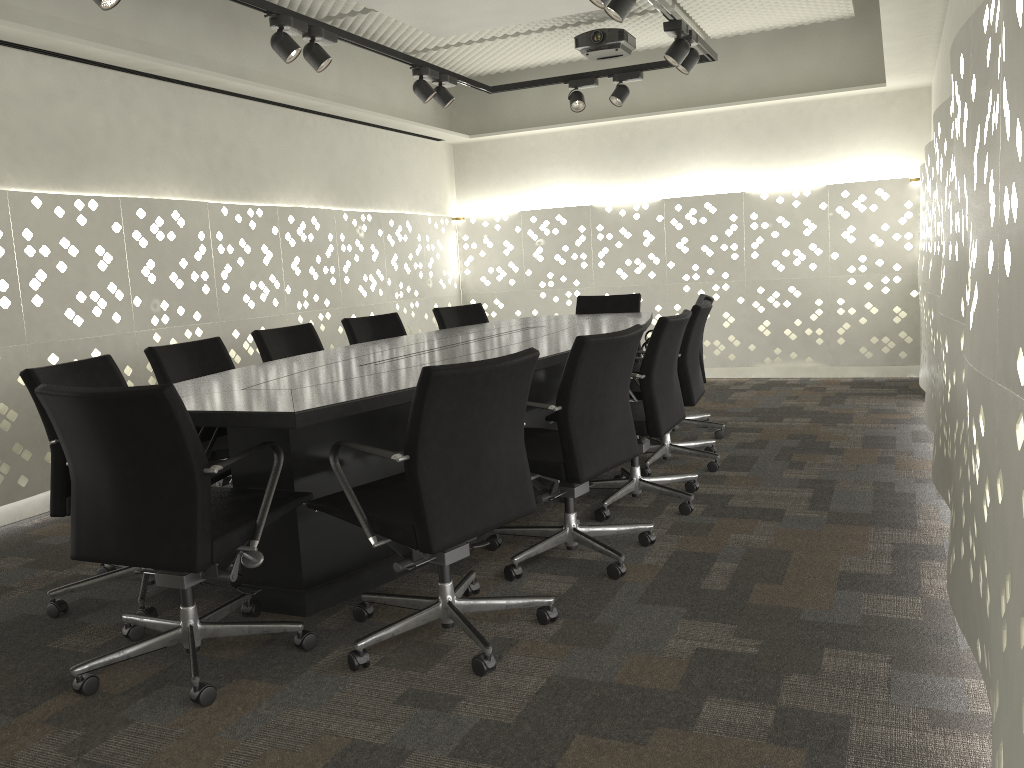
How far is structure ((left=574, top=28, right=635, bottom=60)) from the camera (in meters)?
5.43

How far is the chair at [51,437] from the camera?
2.6m

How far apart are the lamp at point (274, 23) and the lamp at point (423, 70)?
1.0m

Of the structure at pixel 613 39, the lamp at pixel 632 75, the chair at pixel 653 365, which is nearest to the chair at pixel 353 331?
the chair at pixel 653 365

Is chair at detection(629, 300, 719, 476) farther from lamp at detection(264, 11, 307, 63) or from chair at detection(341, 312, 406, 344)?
lamp at detection(264, 11, 307, 63)

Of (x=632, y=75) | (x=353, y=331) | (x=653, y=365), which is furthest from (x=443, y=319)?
(x=653, y=365)

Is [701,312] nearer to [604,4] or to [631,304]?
[604,4]

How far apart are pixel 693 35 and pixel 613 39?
1.16m

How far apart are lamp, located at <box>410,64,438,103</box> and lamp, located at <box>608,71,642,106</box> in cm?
110

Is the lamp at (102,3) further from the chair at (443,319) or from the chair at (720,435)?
the chair at (720,435)
